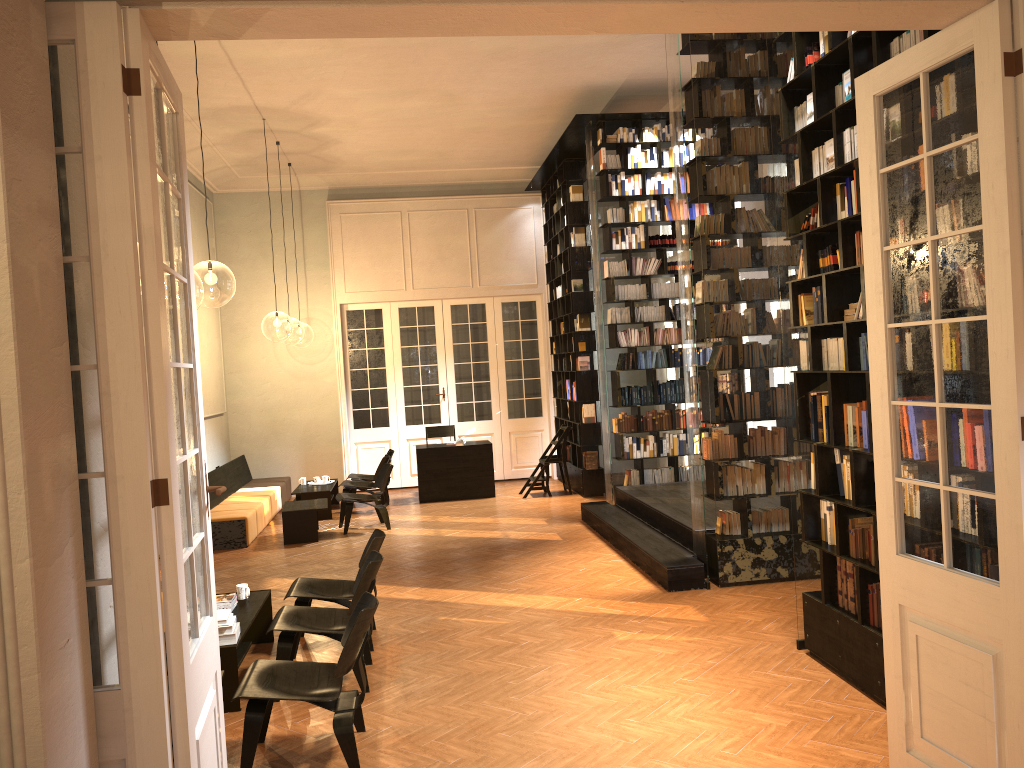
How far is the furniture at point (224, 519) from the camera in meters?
10.7 m

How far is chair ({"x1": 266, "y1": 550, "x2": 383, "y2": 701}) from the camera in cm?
556

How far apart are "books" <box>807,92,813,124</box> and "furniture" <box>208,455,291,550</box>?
8.0 meters

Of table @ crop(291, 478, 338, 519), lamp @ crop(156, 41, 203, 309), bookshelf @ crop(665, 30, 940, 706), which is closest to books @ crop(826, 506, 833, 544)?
bookshelf @ crop(665, 30, 940, 706)

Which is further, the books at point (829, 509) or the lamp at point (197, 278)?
the lamp at point (197, 278)

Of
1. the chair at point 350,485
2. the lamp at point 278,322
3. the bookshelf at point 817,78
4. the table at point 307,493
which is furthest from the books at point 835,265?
the lamp at point 278,322

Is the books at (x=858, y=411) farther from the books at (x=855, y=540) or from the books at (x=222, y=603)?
the books at (x=222, y=603)

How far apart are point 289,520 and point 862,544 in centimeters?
735cm

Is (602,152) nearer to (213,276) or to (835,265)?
(213,276)

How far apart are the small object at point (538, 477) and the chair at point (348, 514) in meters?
2.6 m
